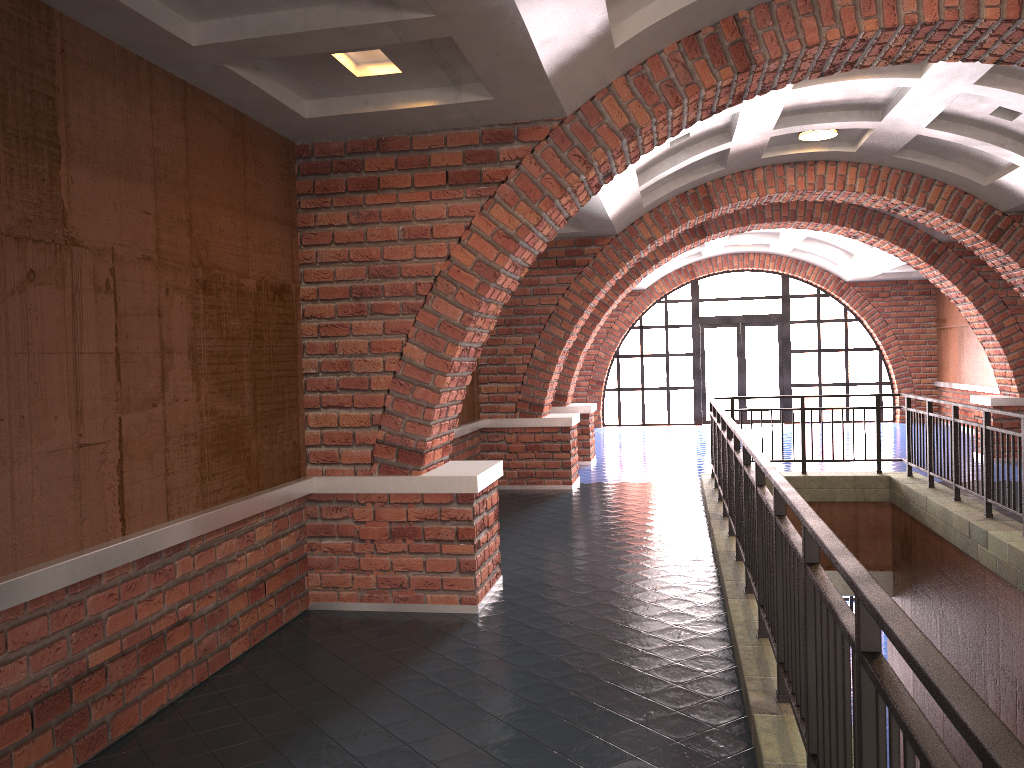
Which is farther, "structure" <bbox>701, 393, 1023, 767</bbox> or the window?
the window

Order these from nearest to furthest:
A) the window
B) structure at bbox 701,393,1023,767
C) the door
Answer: structure at bbox 701,393,1023,767
the window
the door

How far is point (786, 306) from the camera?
19.31m

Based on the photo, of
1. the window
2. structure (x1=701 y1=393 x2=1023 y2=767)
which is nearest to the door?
the window

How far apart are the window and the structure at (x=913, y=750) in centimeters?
926cm

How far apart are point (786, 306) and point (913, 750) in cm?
1868

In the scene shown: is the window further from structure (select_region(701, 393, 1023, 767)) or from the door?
structure (select_region(701, 393, 1023, 767))

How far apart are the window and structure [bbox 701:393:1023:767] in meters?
9.3 m

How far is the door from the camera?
19.5 meters

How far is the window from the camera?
19.31m
